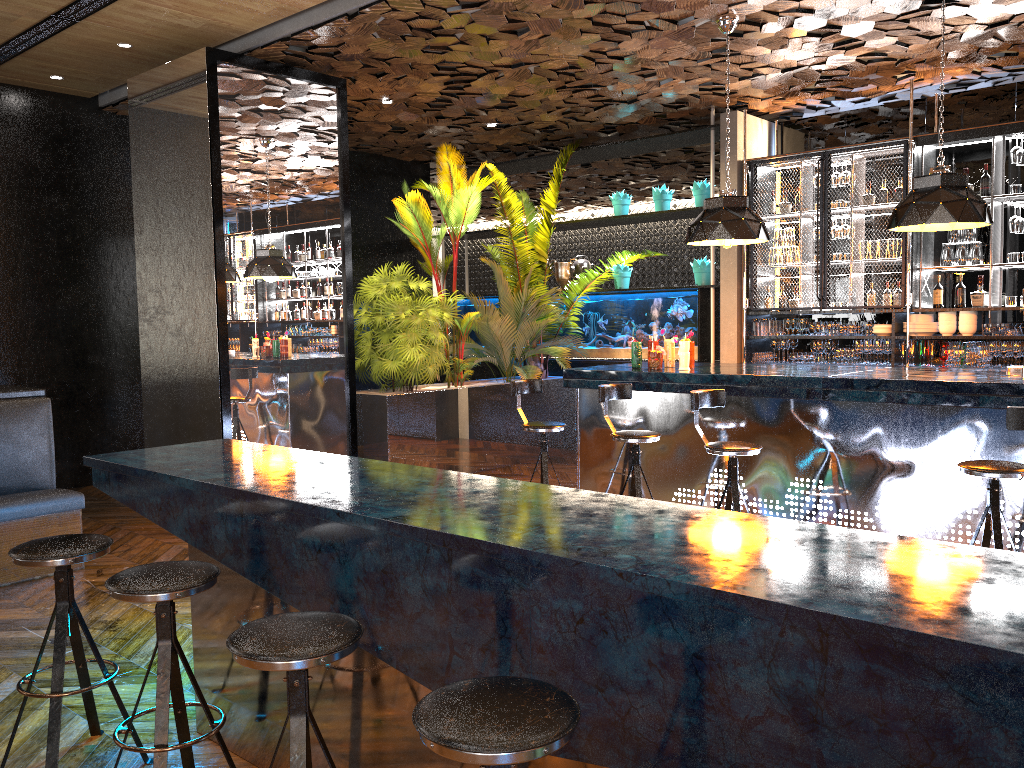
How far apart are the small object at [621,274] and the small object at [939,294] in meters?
3.3 m

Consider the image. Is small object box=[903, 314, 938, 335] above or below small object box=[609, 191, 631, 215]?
below

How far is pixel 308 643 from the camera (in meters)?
2.06

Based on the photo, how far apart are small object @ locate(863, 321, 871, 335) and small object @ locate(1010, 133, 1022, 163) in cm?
179

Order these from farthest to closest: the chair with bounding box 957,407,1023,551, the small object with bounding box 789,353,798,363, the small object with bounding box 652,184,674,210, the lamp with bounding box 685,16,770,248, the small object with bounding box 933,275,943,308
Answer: the small object with bounding box 652,184,674,210 < the small object with bounding box 789,353,798,363 < the small object with bounding box 933,275,943,308 < the lamp with bounding box 685,16,770,248 < the chair with bounding box 957,407,1023,551

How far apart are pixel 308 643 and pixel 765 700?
1.02m

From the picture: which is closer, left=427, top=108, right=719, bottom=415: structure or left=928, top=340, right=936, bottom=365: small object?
left=928, top=340, right=936, bottom=365: small object

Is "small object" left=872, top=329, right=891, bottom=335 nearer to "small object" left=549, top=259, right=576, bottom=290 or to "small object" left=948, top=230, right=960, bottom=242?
"small object" left=948, top=230, right=960, bottom=242

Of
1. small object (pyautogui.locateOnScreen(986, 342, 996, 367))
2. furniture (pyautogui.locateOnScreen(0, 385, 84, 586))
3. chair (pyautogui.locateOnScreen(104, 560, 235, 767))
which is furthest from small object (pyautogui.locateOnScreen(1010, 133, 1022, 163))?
furniture (pyautogui.locateOnScreen(0, 385, 84, 586))

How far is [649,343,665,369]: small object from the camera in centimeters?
639cm
